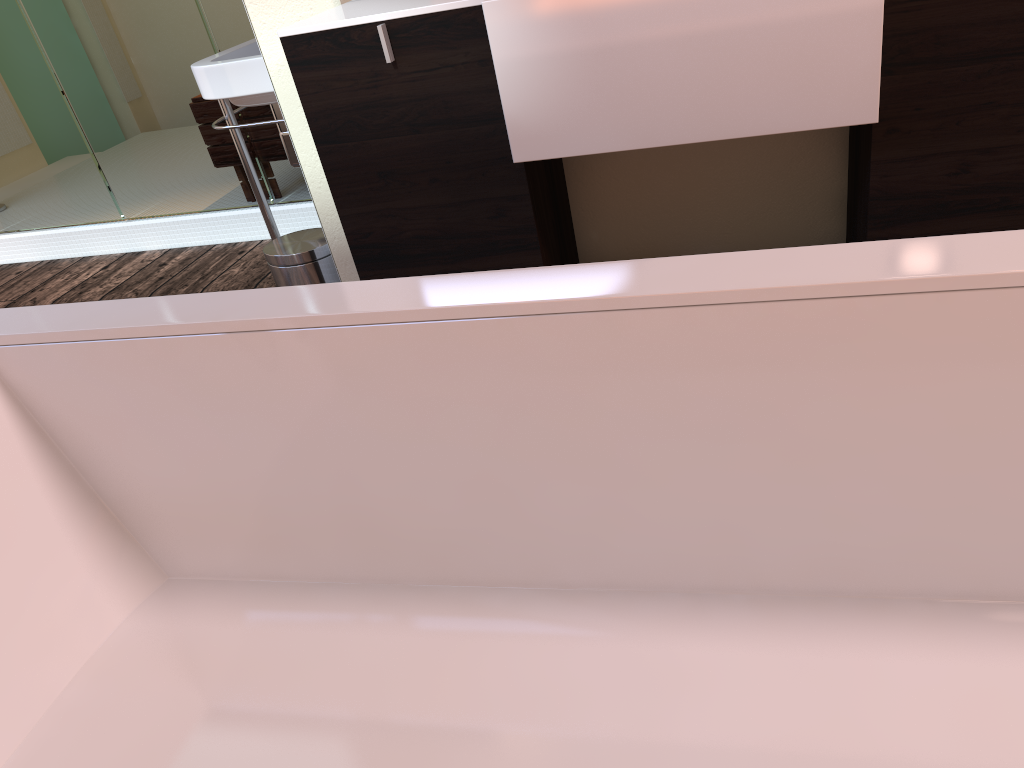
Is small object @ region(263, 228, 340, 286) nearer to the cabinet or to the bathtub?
the cabinet

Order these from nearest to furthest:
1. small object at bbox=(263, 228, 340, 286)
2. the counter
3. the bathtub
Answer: the bathtub
the counter
small object at bbox=(263, 228, 340, 286)

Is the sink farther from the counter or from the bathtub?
the bathtub

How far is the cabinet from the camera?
1.5 meters

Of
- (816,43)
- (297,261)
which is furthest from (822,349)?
(297,261)

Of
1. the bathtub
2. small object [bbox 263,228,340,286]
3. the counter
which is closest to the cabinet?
the counter

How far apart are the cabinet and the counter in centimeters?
1cm

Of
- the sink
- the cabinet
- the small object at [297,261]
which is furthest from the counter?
the small object at [297,261]

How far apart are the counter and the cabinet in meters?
0.0 m

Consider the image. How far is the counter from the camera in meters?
1.4 m
